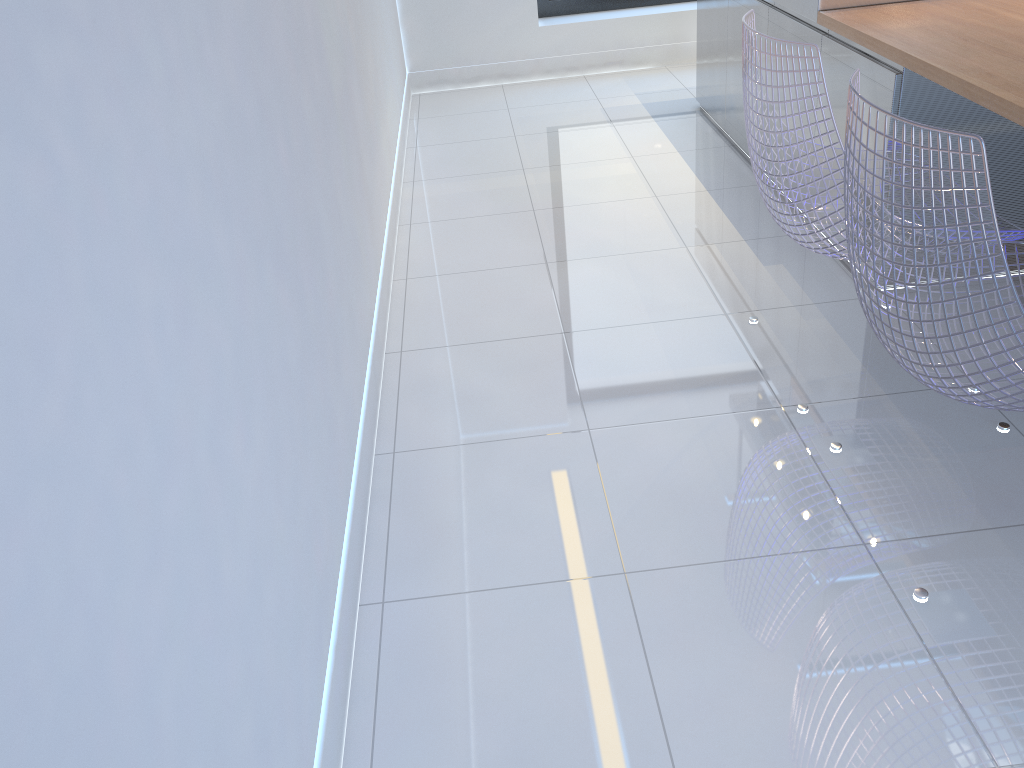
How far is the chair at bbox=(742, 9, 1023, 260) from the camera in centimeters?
177cm

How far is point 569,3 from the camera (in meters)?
5.07

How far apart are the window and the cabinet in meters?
1.2 m

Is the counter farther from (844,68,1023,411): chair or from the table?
(844,68,1023,411): chair

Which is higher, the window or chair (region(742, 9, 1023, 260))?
chair (region(742, 9, 1023, 260))

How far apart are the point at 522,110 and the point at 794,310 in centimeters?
243cm

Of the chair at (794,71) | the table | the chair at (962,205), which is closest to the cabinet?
the table

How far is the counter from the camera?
2.71m

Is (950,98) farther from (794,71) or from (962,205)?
(962,205)

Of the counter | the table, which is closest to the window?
the counter
